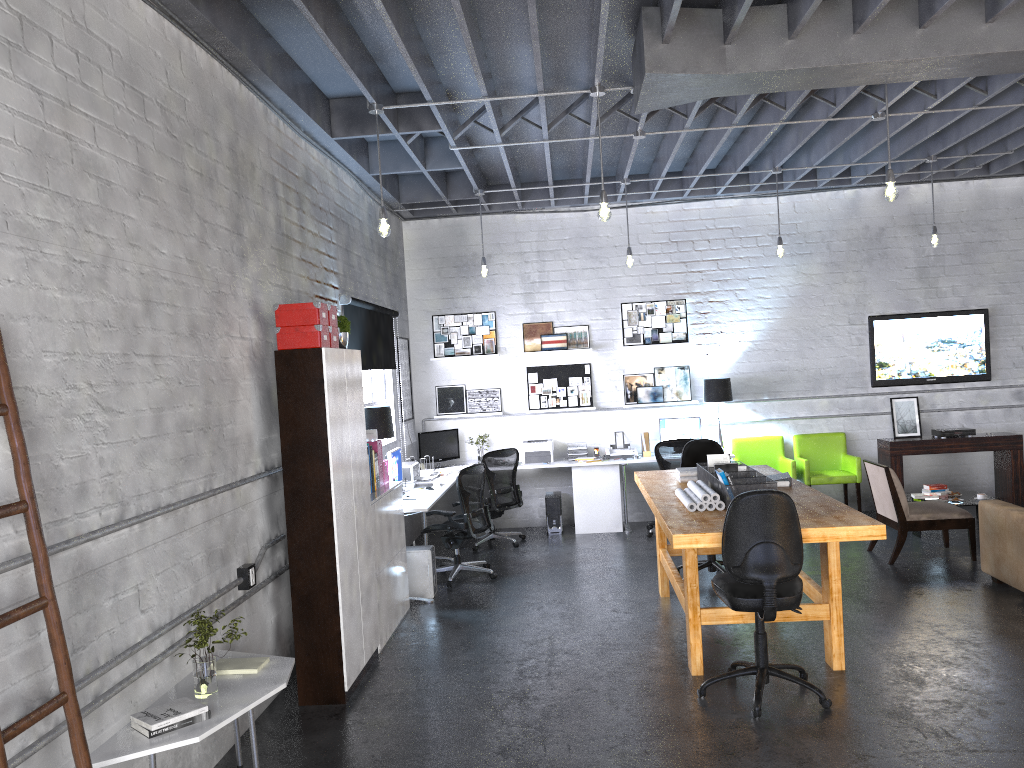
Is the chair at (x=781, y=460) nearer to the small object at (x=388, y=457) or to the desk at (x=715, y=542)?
the desk at (x=715, y=542)

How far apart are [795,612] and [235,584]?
3.0 meters

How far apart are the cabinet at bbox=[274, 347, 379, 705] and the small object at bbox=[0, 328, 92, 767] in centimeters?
222cm

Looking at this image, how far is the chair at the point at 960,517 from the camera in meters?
7.5

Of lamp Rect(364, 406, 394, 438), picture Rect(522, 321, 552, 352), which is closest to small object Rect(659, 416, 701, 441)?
picture Rect(522, 321, 552, 352)

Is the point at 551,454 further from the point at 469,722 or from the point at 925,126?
the point at 469,722

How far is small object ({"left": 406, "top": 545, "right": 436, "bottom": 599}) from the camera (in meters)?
7.31

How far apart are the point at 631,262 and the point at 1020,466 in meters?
4.9 m

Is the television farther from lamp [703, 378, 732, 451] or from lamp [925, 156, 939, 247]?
lamp [703, 378, 732, 451]

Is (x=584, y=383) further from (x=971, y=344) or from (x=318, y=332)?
(x=318, y=332)
